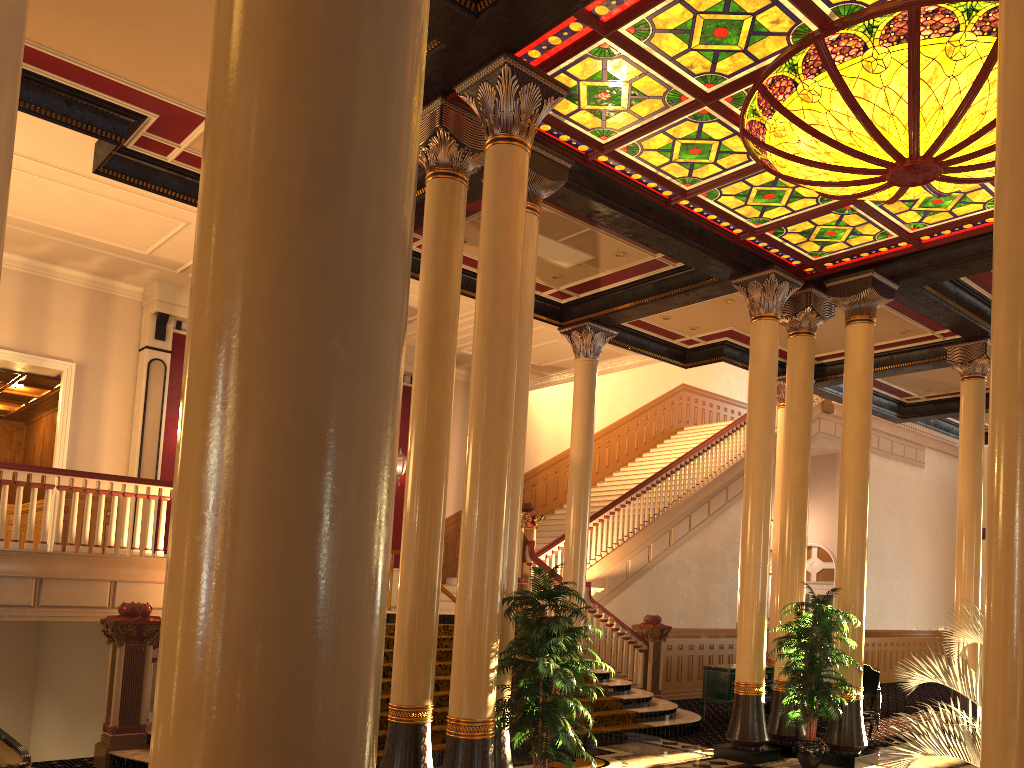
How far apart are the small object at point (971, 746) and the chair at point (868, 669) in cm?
753

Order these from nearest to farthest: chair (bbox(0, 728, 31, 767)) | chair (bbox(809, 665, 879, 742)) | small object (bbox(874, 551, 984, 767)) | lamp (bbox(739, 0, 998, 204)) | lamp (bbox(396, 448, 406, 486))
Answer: small object (bbox(874, 551, 984, 767)), chair (bbox(0, 728, 31, 767)), lamp (bbox(739, 0, 998, 204)), chair (bbox(809, 665, 879, 742)), lamp (bbox(396, 448, 406, 486))

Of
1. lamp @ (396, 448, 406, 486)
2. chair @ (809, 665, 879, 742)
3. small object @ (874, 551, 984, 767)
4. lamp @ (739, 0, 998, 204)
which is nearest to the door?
chair @ (809, 665, 879, 742)

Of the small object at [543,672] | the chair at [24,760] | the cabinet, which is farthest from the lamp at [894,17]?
the chair at [24,760]

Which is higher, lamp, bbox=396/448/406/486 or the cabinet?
lamp, bbox=396/448/406/486

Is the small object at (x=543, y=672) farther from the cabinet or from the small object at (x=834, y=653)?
the cabinet

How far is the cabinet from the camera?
12.64m

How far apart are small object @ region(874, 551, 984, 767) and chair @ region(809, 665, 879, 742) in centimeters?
753cm

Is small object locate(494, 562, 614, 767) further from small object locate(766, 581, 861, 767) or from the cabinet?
the cabinet

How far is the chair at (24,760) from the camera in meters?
5.4
